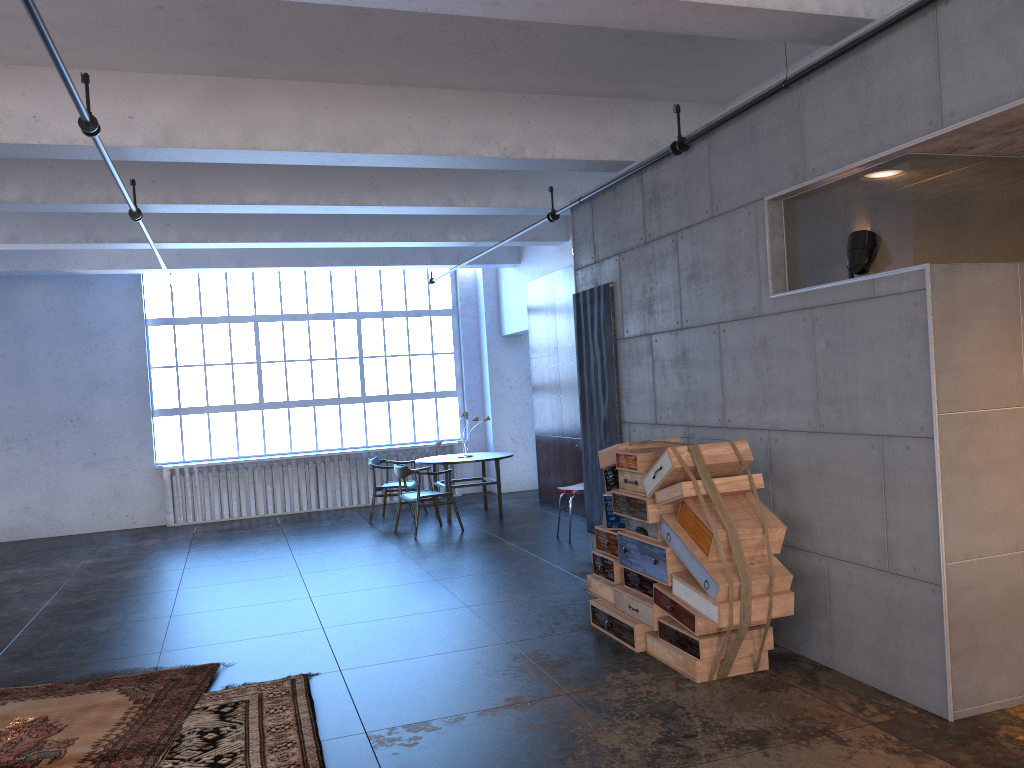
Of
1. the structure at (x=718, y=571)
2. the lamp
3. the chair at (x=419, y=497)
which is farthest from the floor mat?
the chair at (x=419, y=497)

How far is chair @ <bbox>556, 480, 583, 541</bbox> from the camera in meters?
9.4 m

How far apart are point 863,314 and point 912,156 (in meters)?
0.79

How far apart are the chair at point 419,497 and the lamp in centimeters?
660cm

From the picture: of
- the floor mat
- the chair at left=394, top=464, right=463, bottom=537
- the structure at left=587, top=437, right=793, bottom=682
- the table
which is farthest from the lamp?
the table

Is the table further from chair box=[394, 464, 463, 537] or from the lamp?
the lamp

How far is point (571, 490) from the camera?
9.4 meters

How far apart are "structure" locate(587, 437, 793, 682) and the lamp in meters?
1.1

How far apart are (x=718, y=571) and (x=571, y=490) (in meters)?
4.74

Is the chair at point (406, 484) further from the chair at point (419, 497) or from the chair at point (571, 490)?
the chair at point (571, 490)
